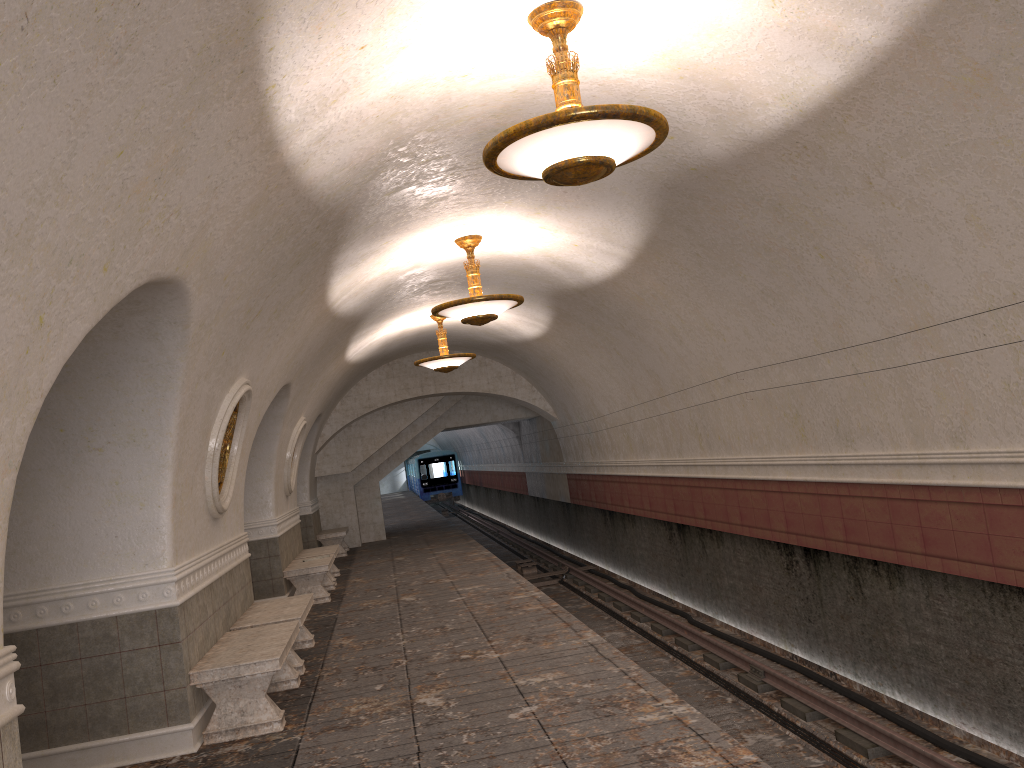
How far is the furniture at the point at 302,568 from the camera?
11.9 meters

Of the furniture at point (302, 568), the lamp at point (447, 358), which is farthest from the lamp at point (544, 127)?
the lamp at point (447, 358)

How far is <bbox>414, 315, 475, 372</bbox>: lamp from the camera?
13.9m

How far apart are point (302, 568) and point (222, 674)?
6.0m

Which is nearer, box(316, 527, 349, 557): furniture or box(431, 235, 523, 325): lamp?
box(431, 235, 523, 325): lamp

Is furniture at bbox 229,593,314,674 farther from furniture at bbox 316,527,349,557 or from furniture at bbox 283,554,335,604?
furniture at bbox 316,527,349,557

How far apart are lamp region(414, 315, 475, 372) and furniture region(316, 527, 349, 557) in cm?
567

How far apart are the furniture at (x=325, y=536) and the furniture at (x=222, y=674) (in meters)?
10.92

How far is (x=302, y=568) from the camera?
11.9 meters

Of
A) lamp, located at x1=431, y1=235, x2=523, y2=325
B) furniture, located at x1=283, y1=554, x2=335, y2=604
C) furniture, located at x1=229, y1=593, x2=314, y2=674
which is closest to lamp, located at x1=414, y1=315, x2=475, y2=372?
furniture, located at x1=283, y1=554, x2=335, y2=604
